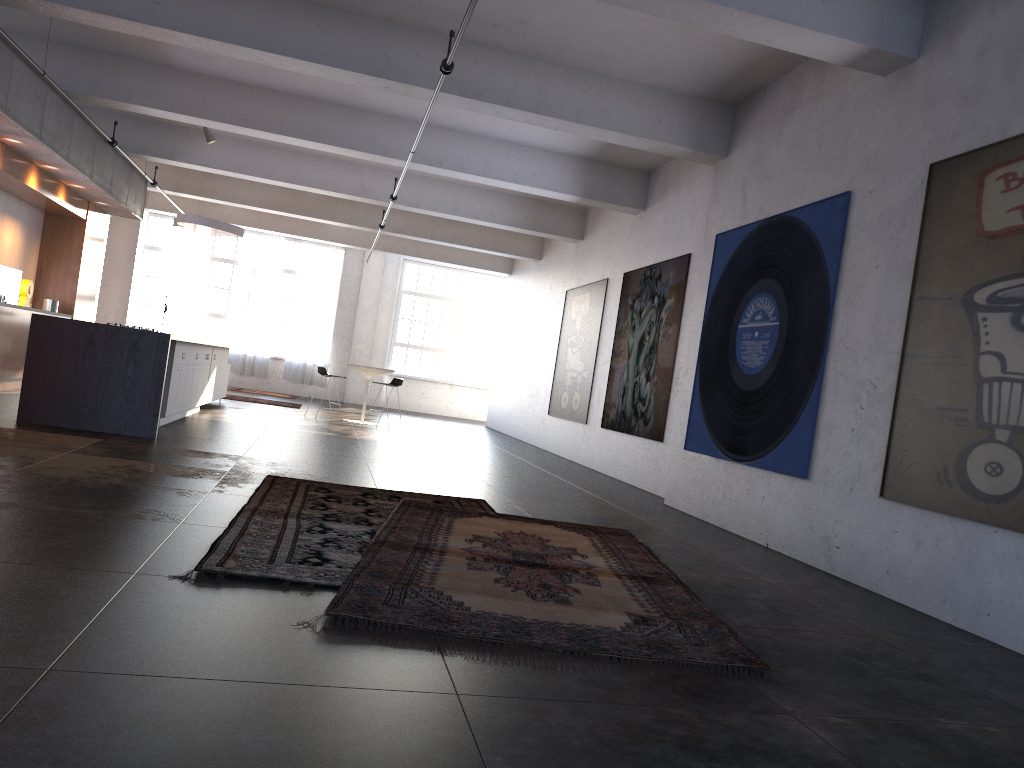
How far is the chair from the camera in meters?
14.3

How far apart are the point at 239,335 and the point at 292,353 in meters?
1.3

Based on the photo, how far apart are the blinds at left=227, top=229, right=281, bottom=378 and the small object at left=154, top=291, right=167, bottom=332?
2.5m

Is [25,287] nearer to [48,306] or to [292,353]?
[48,306]

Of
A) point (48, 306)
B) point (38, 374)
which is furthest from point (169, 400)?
→ point (48, 306)

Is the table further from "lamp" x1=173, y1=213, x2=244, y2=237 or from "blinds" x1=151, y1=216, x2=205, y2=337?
"blinds" x1=151, y1=216, x2=205, y2=337

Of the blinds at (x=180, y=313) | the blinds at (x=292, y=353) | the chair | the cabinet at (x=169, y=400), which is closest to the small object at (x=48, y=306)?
the cabinet at (x=169, y=400)

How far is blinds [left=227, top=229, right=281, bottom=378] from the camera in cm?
2131

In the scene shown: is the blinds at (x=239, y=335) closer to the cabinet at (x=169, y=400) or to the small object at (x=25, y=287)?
the cabinet at (x=169, y=400)

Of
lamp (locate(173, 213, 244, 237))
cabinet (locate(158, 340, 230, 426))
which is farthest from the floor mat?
lamp (locate(173, 213, 244, 237))
